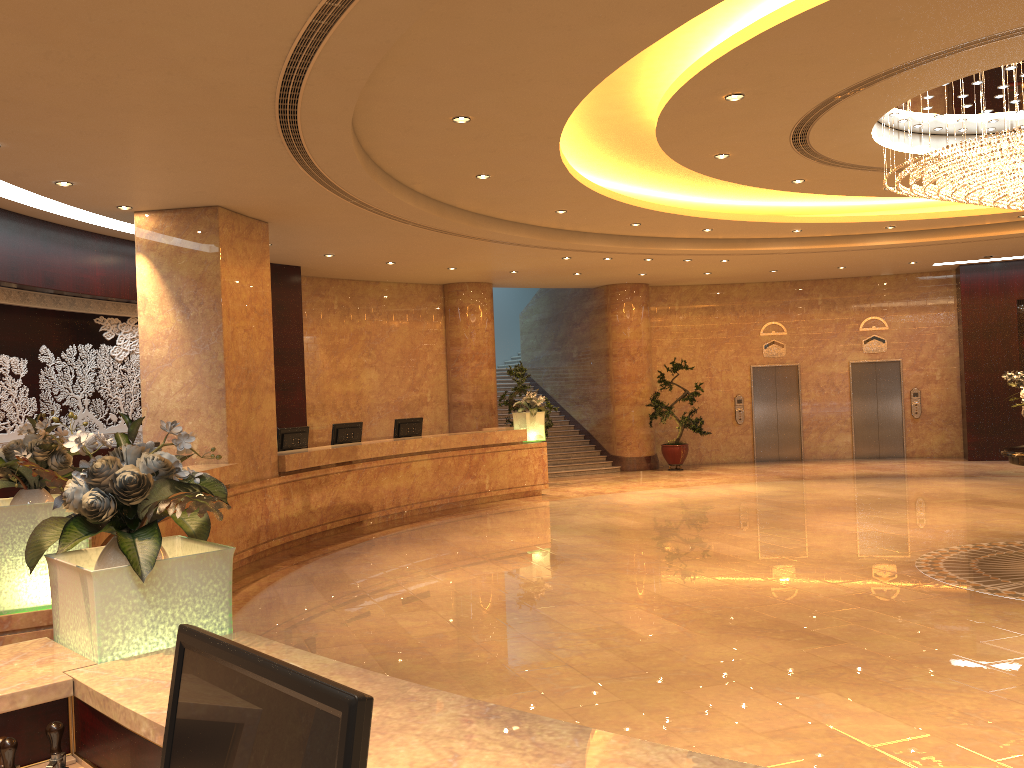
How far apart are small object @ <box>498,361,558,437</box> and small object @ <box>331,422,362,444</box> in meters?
4.1 m

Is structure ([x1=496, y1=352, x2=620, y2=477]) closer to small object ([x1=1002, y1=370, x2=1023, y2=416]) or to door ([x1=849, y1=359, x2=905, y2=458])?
door ([x1=849, y1=359, x2=905, y2=458])

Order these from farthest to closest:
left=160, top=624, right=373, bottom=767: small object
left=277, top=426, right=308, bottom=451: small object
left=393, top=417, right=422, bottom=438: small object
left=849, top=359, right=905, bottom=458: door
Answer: left=849, top=359, right=905, bottom=458: door → left=393, top=417, right=422, bottom=438: small object → left=277, top=426, right=308, bottom=451: small object → left=160, top=624, right=373, bottom=767: small object

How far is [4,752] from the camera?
1.9m

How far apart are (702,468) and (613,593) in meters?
11.3 m

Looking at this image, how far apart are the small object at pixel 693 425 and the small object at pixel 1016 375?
10.0m

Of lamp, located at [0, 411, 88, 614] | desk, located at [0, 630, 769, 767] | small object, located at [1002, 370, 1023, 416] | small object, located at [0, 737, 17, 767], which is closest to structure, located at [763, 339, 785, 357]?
small object, located at [1002, 370, 1023, 416]

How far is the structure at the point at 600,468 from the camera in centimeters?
1850cm

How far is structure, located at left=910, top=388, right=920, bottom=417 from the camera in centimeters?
1903cm

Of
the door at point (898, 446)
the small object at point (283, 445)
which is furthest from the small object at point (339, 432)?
the door at point (898, 446)
